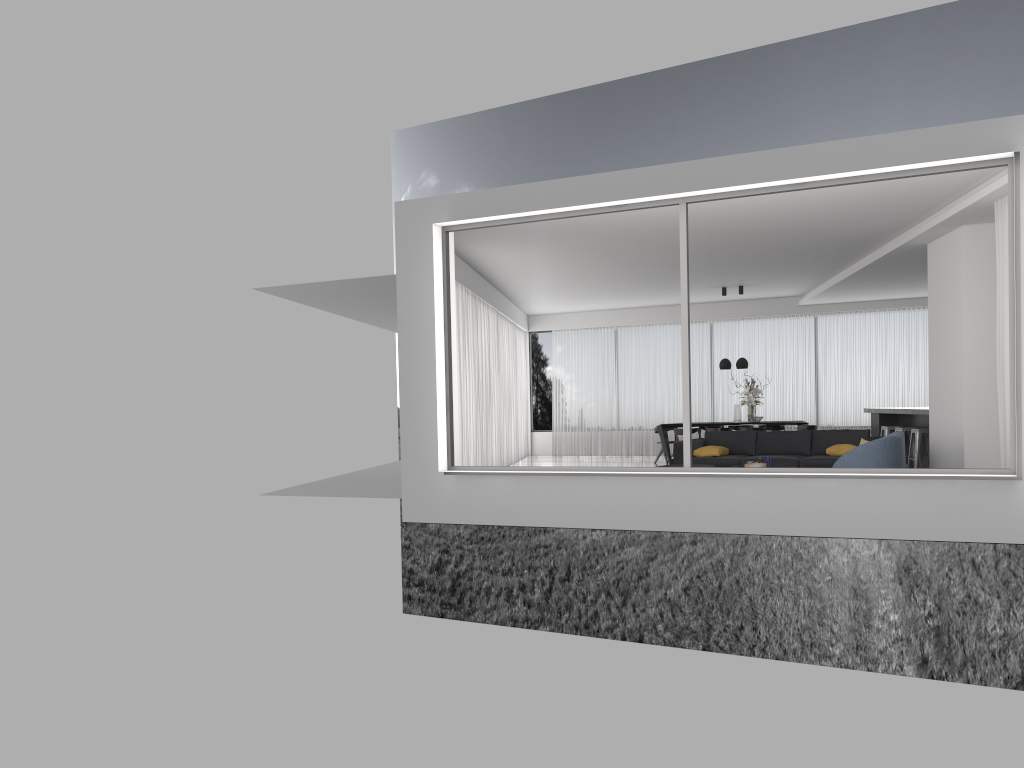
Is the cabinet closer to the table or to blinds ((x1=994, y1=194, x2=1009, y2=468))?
the table

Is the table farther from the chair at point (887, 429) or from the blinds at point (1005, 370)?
the blinds at point (1005, 370)

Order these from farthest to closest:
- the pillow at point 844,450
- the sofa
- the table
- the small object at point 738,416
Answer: the table, the small object at point 738,416, the sofa, the pillow at point 844,450

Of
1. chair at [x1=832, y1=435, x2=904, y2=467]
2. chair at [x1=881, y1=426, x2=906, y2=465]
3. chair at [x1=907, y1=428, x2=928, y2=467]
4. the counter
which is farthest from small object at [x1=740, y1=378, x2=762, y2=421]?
chair at [x1=832, y1=435, x2=904, y2=467]

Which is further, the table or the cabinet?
the table

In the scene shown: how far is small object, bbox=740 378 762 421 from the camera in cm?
1517

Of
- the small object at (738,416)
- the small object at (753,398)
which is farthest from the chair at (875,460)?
the small object at (738,416)

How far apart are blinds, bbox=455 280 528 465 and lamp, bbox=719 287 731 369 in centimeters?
390cm

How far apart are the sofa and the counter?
1.2m

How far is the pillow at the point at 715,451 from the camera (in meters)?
11.39
